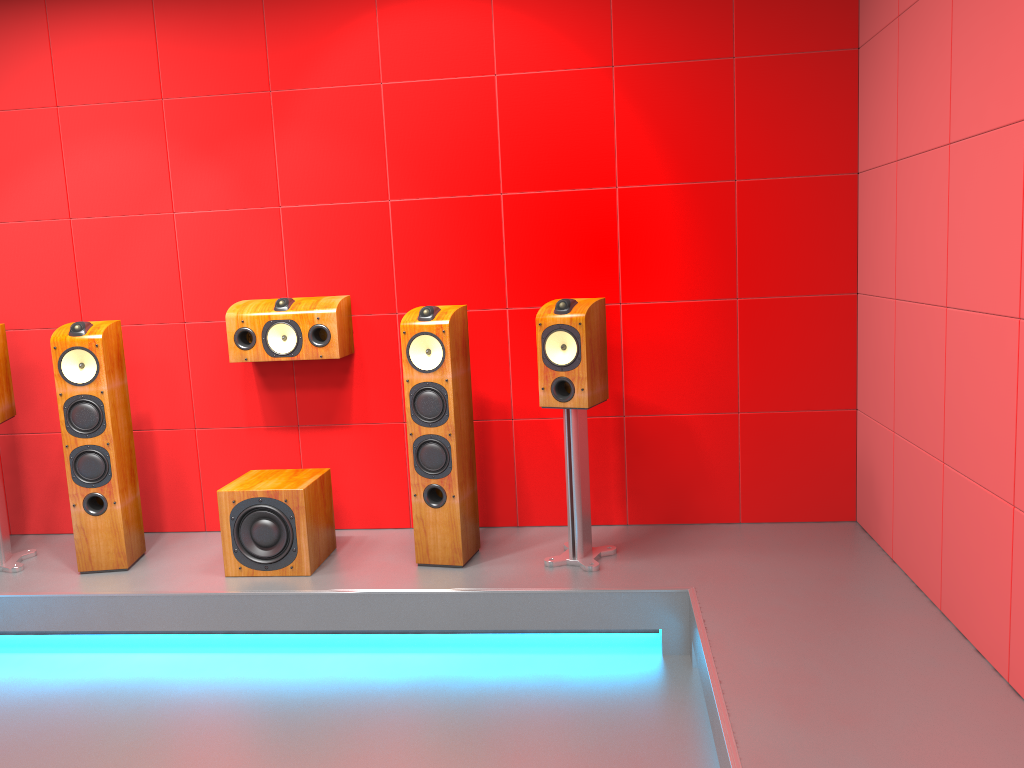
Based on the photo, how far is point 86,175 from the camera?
4.04m

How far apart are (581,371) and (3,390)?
2.5 meters

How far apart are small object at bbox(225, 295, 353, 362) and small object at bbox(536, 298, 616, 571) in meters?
0.9

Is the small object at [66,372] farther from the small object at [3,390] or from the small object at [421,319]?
the small object at [421,319]

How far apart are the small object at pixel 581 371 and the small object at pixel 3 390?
2.3m

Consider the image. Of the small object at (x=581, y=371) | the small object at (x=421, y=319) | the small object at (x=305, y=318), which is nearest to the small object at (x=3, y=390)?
the small object at (x=305, y=318)

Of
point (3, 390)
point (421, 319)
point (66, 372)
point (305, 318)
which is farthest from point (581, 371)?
point (3, 390)

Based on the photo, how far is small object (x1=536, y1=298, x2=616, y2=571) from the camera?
3.4m

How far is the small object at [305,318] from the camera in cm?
379

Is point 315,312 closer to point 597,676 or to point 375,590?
point 375,590
